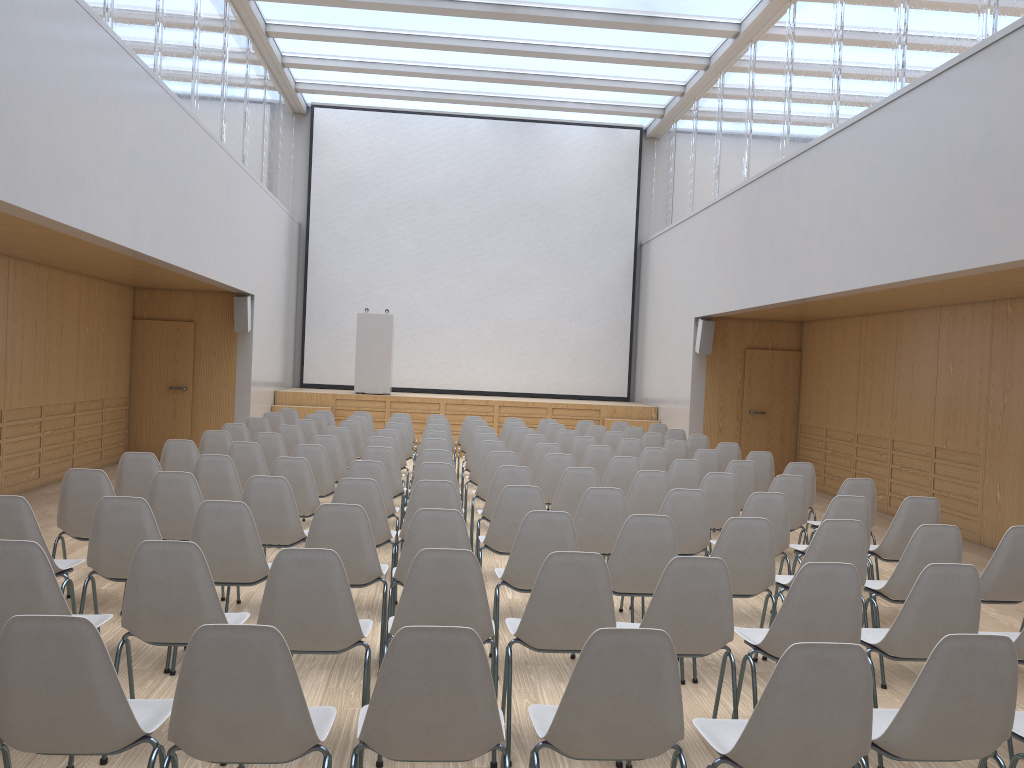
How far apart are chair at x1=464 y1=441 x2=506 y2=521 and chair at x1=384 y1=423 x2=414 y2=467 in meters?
2.0

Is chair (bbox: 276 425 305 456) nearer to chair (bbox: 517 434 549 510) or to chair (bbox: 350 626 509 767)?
chair (bbox: 517 434 549 510)

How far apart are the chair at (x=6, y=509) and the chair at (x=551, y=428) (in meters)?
7.39

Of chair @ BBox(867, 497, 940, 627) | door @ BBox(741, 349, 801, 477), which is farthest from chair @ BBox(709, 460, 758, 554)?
door @ BBox(741, 349, 801, 477)

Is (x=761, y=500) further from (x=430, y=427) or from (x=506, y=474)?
(x=430, y=427)

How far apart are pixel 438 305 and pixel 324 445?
8.9 meters

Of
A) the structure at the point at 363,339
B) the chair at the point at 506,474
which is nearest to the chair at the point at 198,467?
the chair at the point at 506,474

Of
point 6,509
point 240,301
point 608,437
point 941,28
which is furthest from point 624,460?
point 240,301

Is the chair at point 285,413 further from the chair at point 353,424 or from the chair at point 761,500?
the chair at point 761,500

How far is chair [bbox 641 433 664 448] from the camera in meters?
10.6
